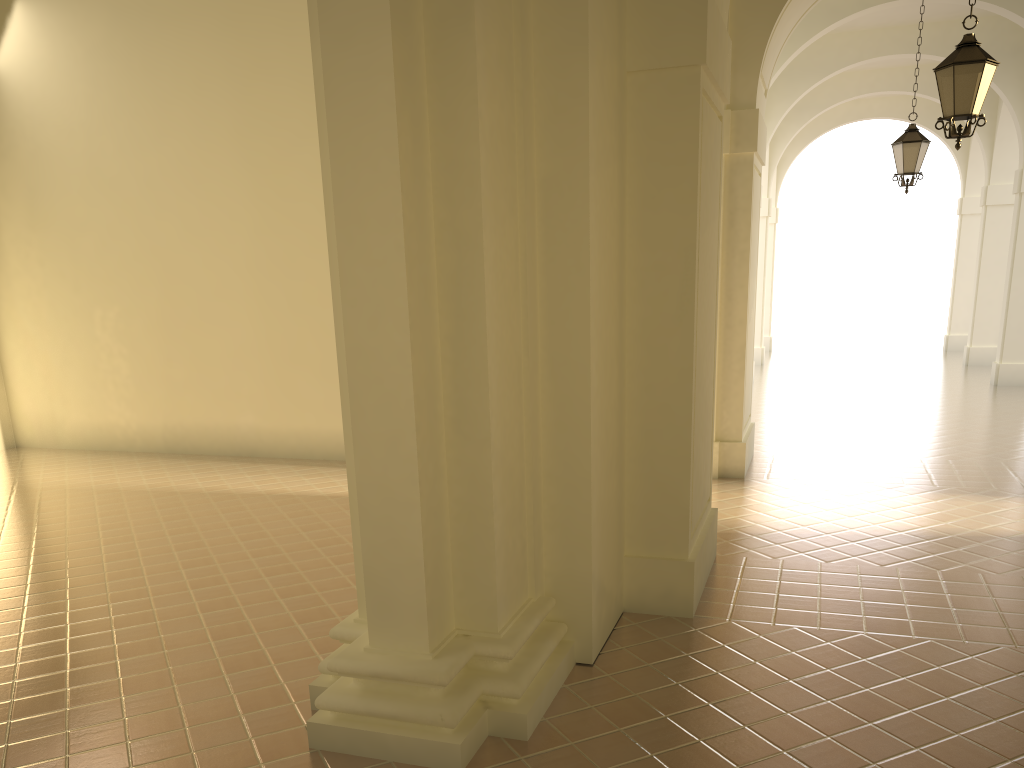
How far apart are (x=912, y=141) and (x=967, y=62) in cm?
507

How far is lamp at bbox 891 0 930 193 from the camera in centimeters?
1222cm

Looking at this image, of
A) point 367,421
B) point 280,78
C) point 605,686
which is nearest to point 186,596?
point 367,421

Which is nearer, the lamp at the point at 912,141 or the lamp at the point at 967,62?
the lamp at the point at 967,62

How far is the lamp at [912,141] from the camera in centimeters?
1222cm

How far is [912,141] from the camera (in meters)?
12.22

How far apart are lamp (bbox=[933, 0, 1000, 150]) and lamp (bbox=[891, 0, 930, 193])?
4.7m

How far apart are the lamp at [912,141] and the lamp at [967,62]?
4.7 meters
